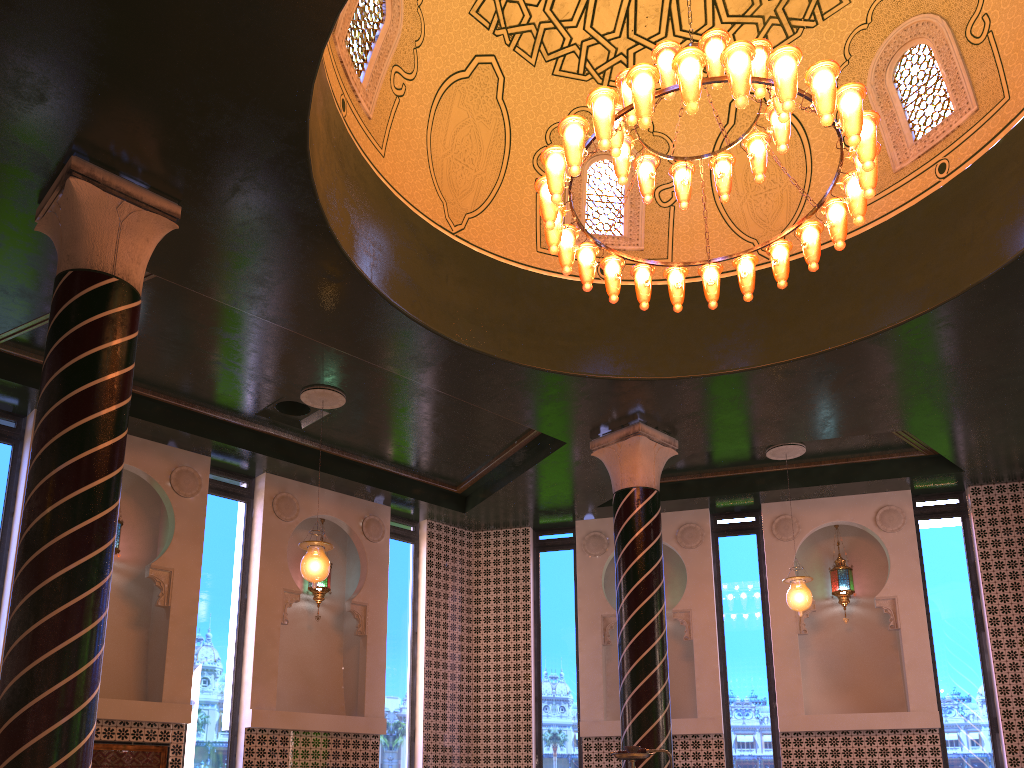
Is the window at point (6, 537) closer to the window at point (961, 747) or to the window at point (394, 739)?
the window at point (394, 739)

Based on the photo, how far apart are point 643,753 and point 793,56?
4.59m

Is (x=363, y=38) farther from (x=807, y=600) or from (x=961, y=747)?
(x=961, y=747)

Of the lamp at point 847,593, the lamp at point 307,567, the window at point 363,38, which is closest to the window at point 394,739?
the lamp at point 307,567

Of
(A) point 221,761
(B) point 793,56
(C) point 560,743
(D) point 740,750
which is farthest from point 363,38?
(D) point 740,750

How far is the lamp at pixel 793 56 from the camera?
5.77m

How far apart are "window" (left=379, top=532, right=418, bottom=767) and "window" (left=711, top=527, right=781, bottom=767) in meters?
4.4

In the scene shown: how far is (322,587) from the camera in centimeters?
1194cm

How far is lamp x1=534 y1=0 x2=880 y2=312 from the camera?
5.77m

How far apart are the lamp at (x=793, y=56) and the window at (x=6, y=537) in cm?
680
